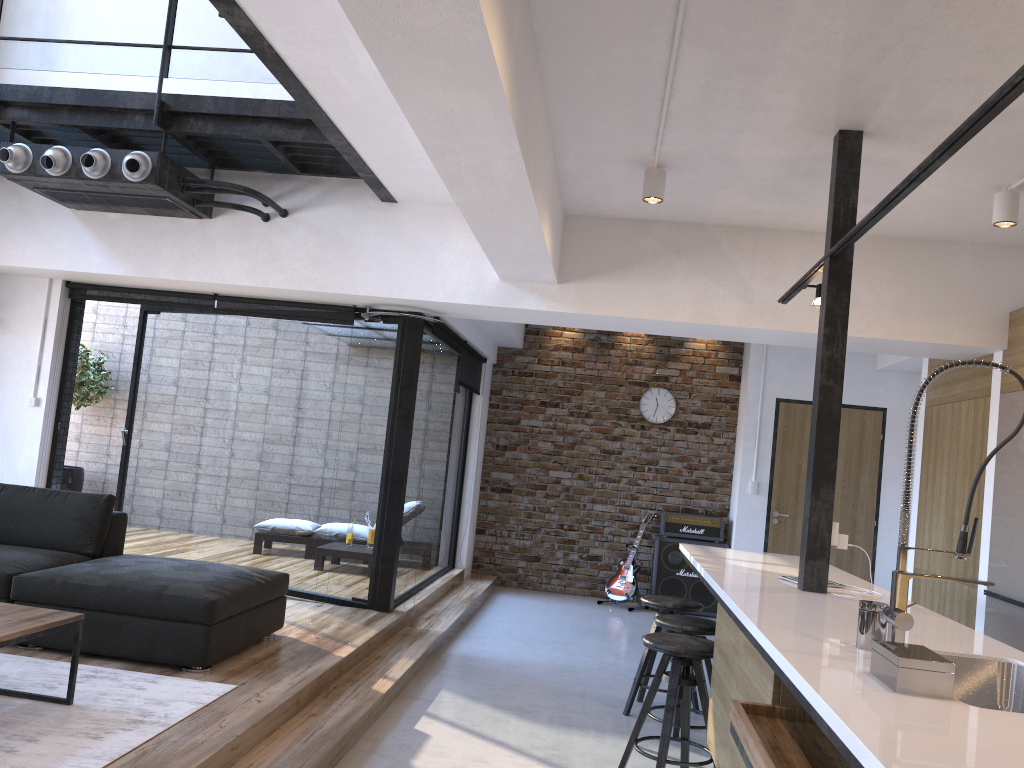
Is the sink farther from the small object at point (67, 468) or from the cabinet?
the small object at point (67, 468)

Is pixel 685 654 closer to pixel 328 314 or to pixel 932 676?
pixel 932 676

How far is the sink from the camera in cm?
252

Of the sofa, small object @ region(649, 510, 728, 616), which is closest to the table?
the sofa

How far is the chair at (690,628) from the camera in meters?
4.1 m

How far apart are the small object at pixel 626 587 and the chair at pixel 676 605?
3.2m

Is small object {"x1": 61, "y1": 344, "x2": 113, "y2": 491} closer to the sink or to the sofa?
the sofa

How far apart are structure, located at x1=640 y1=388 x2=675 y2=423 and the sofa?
Result: 4.8 meters

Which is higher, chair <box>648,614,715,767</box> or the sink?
the sink

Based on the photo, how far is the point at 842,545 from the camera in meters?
3.7 m
